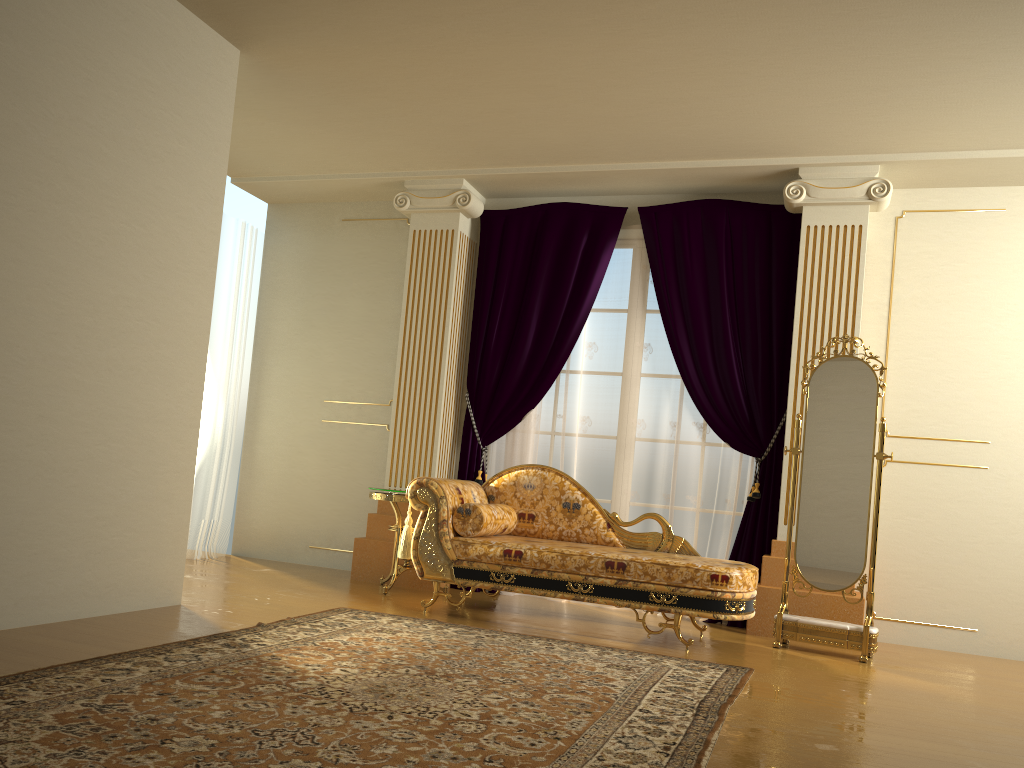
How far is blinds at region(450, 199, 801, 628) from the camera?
5.4 meters

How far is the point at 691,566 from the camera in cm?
425

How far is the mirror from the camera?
4.6 meters

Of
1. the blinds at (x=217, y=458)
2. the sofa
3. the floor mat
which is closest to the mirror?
the sofa

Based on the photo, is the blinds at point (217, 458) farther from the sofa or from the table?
Result: the sofa

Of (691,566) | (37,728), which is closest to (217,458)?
(691,566)

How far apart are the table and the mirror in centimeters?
219cm

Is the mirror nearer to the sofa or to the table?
the sofa

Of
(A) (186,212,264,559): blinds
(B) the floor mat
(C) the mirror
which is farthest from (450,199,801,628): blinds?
(A) (186,212,264,559): blinds

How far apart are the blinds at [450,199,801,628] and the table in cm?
53
